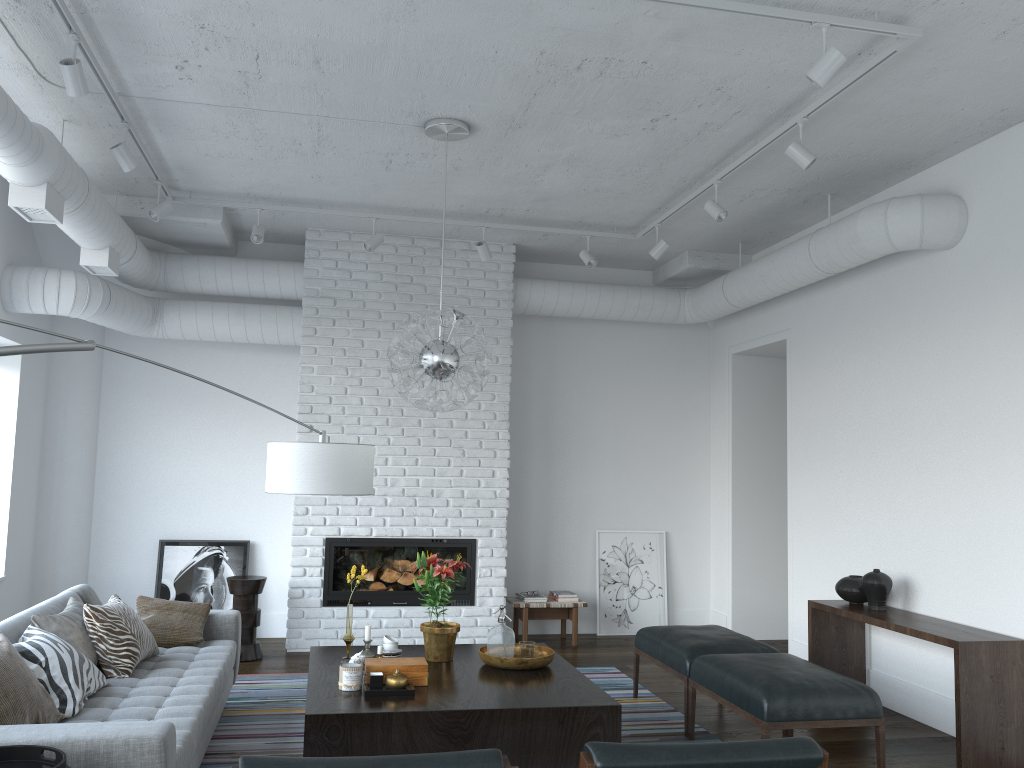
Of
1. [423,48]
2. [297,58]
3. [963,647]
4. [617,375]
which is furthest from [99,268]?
[963,647]

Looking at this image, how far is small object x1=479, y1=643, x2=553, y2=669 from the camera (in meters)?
4.30

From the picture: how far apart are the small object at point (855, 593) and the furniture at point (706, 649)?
0.80m

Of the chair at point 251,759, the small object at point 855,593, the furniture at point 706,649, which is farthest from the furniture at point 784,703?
the chair at point 251,759

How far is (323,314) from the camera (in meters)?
6.85

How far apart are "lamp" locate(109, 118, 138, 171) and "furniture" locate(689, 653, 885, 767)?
3.9m

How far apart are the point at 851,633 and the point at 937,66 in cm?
339

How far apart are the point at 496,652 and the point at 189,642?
1.7m

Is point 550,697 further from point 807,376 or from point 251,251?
point 251,251

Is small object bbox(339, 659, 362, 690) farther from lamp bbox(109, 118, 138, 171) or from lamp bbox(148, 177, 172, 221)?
lamp bbox(148, 177, 172, 221)
